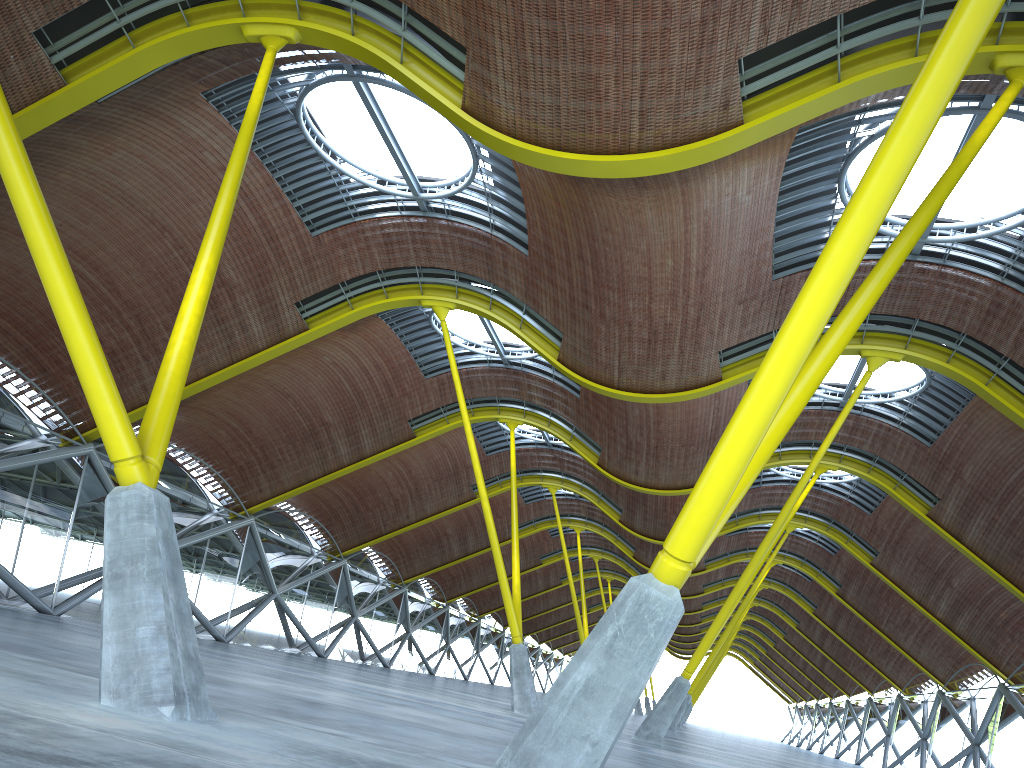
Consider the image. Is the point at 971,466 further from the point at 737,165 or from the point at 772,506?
the point at 737,165

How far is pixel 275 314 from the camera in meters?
30.2 m

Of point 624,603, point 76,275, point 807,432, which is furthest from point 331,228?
point 624,603
